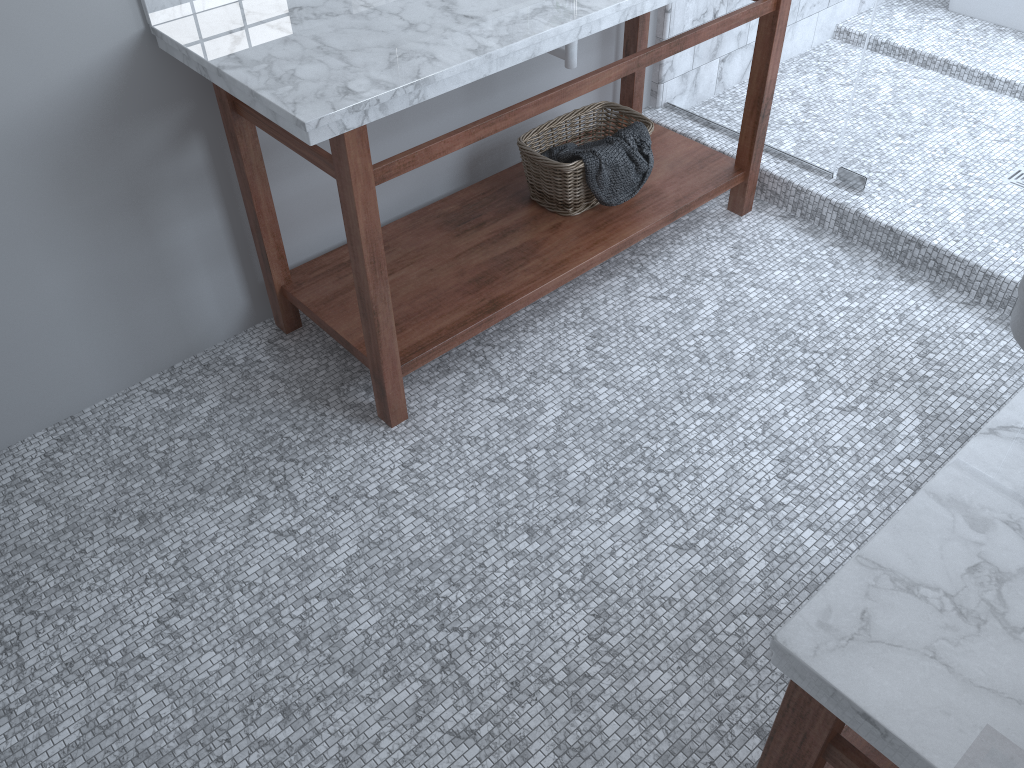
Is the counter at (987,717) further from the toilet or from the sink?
the sink

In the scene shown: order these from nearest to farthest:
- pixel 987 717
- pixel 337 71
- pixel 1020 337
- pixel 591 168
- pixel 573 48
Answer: pixel 987 717, pixel 337 71, pixel 1020 337, pixel 573 48, pixel 591 168

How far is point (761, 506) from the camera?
2.0m

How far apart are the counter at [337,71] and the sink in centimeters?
22cm

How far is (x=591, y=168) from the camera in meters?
2.5 m

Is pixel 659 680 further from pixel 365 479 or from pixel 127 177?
pixel 127 177

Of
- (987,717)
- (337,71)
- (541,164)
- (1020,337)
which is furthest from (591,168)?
(987,717)

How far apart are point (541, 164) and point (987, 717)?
2.0 meters

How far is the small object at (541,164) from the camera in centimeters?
253cm

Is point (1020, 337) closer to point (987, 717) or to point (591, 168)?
point (591, 168)
